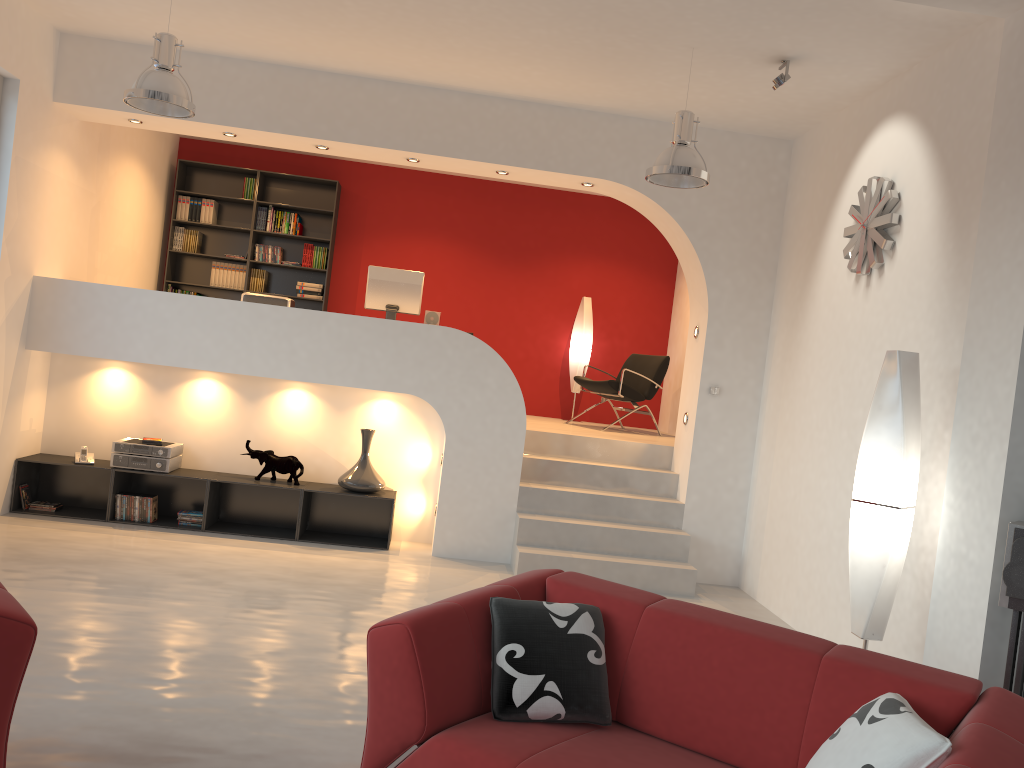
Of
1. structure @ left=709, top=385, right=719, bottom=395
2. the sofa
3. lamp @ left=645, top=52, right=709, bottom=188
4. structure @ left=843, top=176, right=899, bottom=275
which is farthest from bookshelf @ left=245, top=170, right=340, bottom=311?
the sofa

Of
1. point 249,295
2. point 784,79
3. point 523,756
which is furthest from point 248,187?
point 523,756

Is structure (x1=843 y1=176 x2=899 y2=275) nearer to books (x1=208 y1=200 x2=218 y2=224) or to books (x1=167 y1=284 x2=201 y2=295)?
books (x1=208 y1=200 x2=218 y2=224)

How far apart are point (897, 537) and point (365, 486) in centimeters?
391cm

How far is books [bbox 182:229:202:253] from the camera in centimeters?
922cm

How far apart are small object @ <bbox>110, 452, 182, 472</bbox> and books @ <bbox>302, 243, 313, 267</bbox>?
3.1 meters

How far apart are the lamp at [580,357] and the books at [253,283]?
3.3m

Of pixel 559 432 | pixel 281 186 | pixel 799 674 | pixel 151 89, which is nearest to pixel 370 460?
pixel 559 432

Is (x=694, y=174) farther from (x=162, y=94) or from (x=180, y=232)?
(x=180, y=232)

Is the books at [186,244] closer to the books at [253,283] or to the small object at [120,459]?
the books at [253,283]
